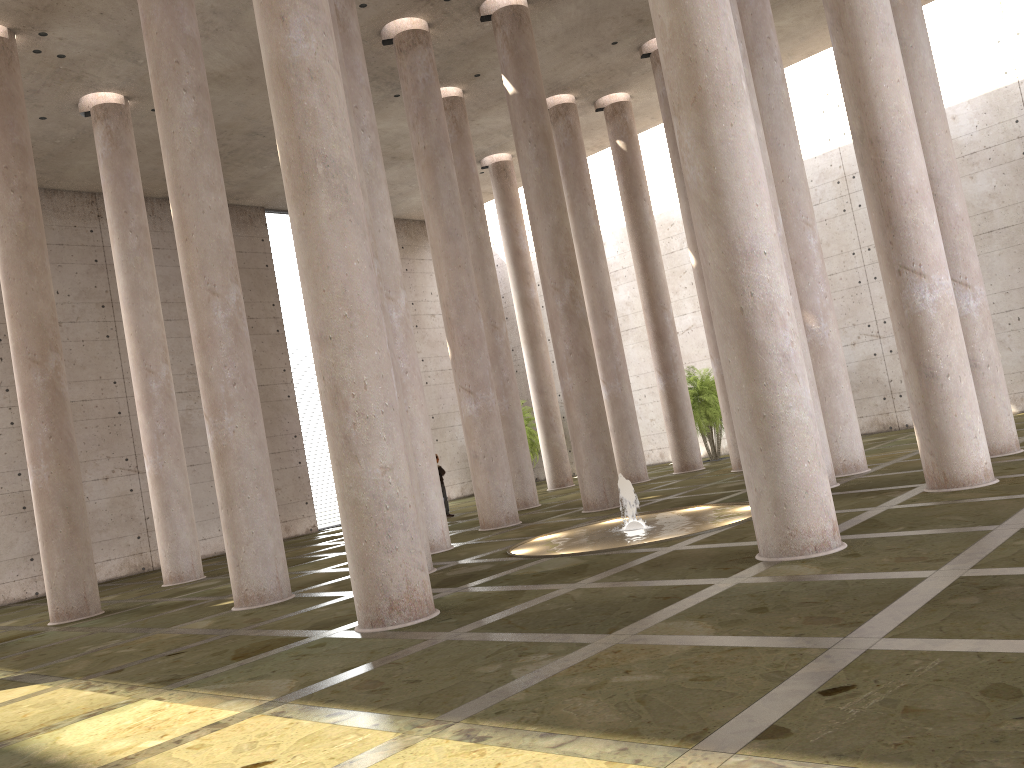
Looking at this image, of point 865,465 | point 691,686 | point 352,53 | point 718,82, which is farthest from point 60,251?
point 691,686

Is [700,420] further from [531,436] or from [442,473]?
[442,473]

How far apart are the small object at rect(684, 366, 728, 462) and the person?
7.9m

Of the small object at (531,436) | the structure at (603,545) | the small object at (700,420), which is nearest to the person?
the small object at (700,420)

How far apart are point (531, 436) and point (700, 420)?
7.4 meters

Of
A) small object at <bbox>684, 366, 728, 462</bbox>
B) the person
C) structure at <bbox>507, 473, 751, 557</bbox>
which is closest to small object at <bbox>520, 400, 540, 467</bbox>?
small object at <bbox>684, 366, 728, 462</bbox>

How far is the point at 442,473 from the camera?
23.4m

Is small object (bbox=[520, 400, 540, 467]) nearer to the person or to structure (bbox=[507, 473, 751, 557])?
the person

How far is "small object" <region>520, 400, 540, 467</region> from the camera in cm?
3168

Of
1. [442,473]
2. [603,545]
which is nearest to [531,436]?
[442,473]
